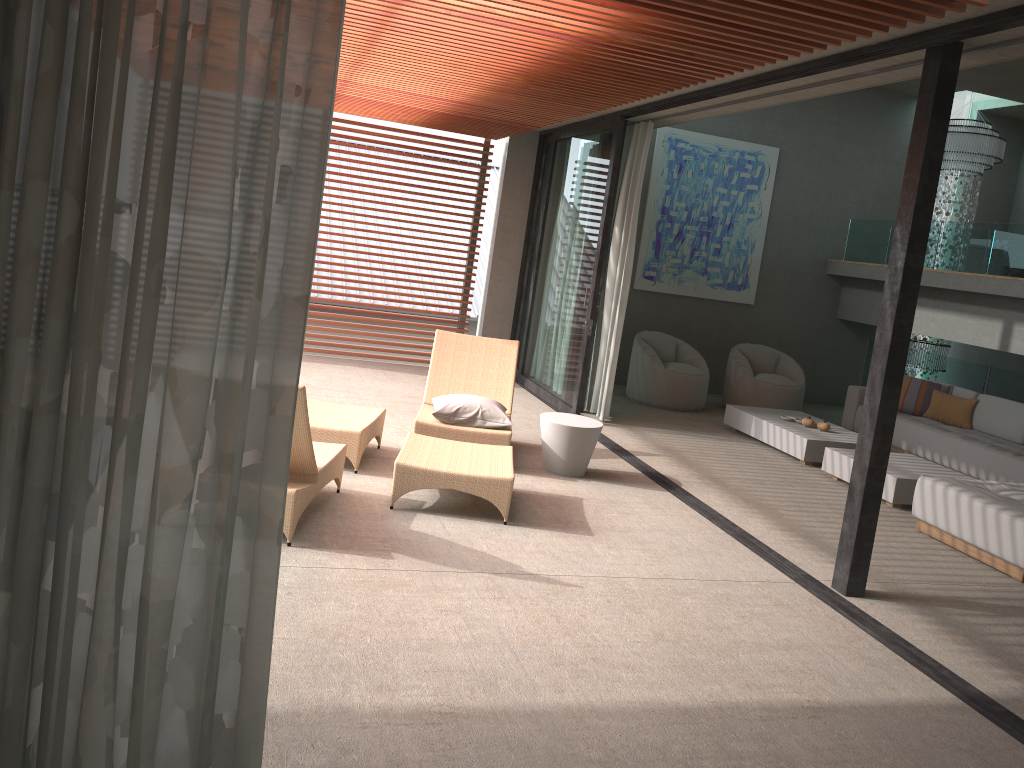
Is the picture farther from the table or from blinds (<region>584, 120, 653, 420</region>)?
the table

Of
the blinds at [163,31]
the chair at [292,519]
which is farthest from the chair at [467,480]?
the blinds at [163,31]

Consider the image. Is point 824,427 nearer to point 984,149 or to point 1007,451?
point 1007,451

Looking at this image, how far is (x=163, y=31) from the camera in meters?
1.7

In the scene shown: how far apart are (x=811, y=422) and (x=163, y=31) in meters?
7.7 m

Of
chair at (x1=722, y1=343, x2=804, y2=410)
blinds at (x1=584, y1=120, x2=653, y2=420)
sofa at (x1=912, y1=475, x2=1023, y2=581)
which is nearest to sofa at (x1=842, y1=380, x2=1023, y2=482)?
chair at (x1=722, y1=343, x2=804, y2=410)

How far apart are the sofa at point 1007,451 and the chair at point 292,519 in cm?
541

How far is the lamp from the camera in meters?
11.1 m

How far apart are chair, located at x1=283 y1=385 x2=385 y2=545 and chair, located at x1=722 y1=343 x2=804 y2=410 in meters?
5.2

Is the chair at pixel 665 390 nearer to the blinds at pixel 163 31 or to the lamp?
the lamp
